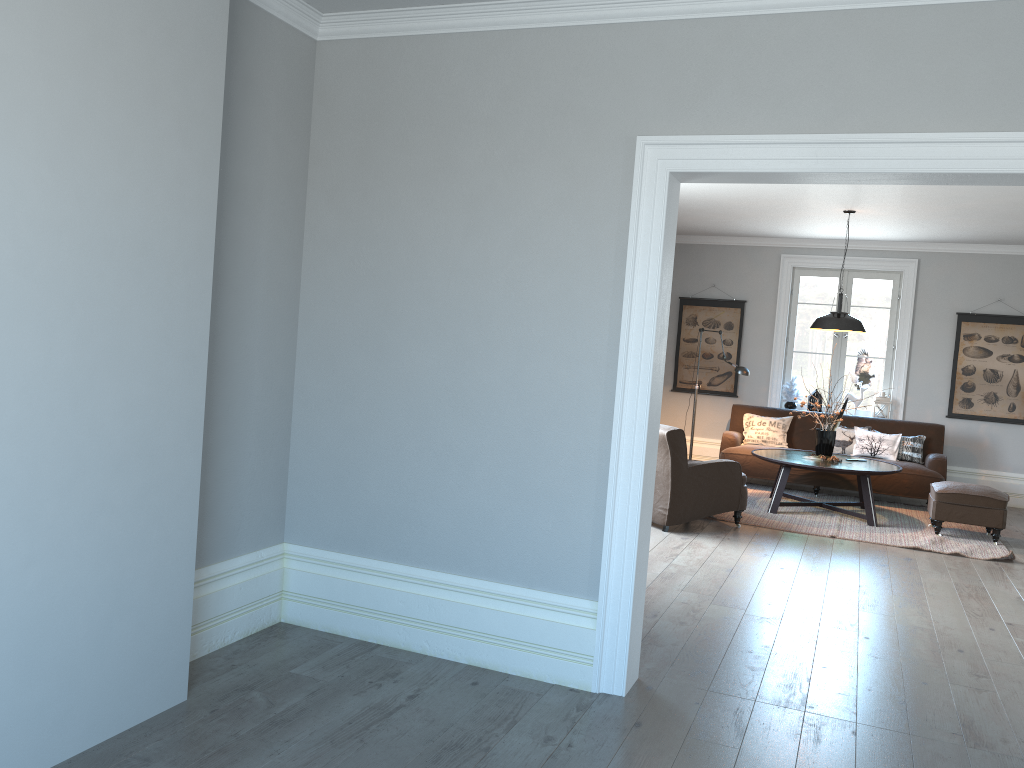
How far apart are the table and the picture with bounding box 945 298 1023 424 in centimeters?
197cm

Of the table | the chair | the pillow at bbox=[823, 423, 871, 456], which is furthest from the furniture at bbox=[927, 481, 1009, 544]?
the chair

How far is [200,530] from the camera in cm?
358

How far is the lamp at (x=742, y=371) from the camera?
8.89m

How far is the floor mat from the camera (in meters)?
6.95

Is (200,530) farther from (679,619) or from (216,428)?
(679,619)

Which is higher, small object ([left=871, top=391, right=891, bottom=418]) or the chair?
small object ([left=871, top=391, right=891, bottom=418])

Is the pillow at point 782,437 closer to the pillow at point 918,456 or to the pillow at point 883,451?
the pillow at point 883,451

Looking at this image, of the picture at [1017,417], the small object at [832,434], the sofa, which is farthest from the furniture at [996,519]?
the picture at [1017,417]

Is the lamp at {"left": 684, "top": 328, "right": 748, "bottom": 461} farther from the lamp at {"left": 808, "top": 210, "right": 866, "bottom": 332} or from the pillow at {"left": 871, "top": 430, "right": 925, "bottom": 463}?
the pillow at {"left": 871, "top": 430, "right": 925, "bottom": 463}
